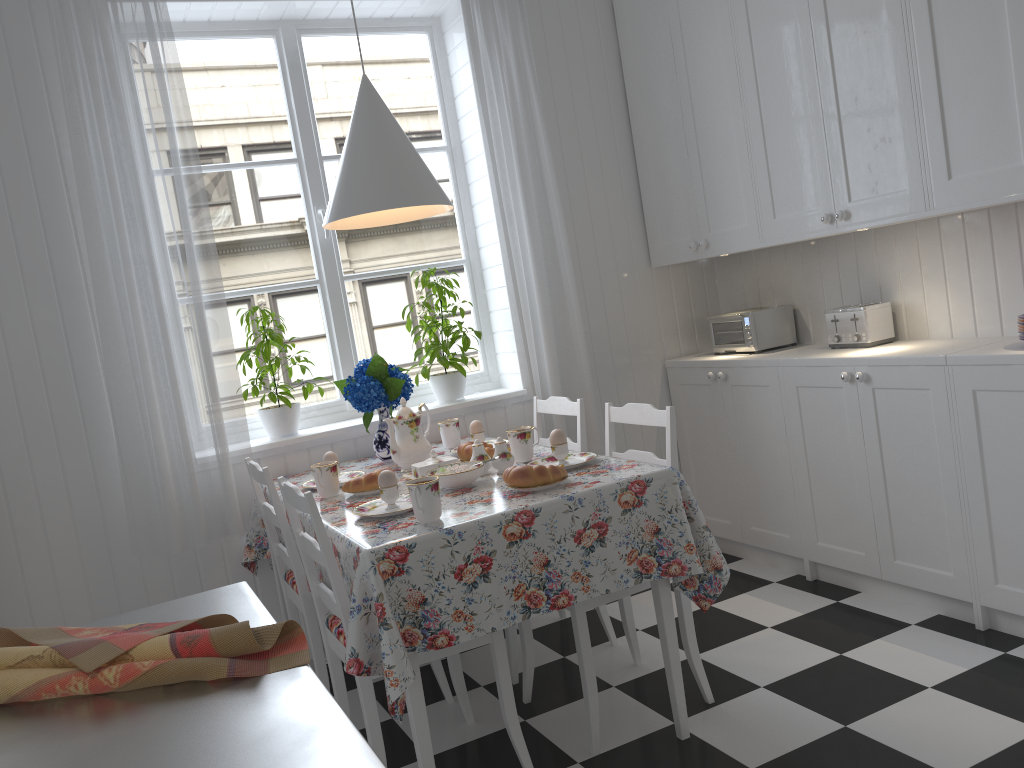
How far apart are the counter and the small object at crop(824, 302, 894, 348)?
2.41m

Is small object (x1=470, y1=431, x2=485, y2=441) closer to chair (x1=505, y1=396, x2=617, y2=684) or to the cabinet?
chair (x1=505, y1=396, x2=617, y2=684)

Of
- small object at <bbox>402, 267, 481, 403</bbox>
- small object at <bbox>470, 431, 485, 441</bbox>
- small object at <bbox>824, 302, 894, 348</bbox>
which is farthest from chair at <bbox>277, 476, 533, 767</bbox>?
small object at <bbox>824, 302, 894, 348</bbox>

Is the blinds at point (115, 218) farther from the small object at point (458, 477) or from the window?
the small object at point (458, 477)

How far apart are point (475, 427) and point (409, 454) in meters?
0.3

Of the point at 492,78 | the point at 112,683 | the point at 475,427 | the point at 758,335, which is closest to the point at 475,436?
the point at 475,427

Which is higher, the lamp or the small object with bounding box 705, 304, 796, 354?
the lamp

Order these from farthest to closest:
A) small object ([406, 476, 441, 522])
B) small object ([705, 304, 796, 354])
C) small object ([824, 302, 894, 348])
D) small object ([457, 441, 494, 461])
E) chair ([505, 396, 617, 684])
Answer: small object ([705, 304, 796, 354])
small object ([824, 302, 894, 348])
chair ([505, 396, 617, 684])
small object ([457, 441, 494, 461])
small object ([406, 476, 441, 522])

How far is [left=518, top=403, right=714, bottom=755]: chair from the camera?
2.3m

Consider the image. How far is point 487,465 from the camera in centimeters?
248cm
